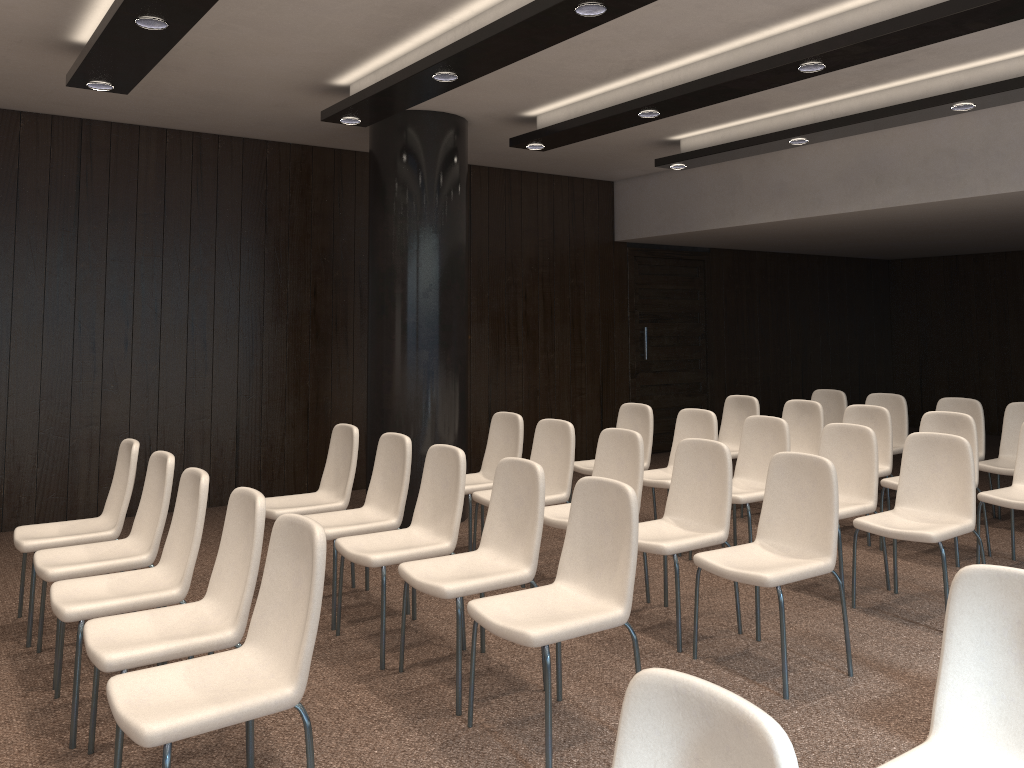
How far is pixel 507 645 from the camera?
4.3 meters

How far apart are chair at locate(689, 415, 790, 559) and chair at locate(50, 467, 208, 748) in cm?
319

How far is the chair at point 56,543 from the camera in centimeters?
437cm

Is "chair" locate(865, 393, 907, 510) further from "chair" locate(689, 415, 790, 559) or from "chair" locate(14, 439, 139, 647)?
"chair" locate(14, 439, 139, 647)

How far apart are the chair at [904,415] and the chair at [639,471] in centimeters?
337cm

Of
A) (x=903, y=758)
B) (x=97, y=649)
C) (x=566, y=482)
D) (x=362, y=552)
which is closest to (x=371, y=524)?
(x=362, y=552)

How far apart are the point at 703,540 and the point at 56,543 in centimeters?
323cm

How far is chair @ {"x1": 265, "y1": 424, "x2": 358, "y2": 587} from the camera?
5.2m

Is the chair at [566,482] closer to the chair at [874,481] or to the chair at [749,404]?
the chair at [874,481]

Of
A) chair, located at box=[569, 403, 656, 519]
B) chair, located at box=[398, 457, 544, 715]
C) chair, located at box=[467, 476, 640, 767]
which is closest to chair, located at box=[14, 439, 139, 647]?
chair, located at box=[398, 457, 544, 715]
